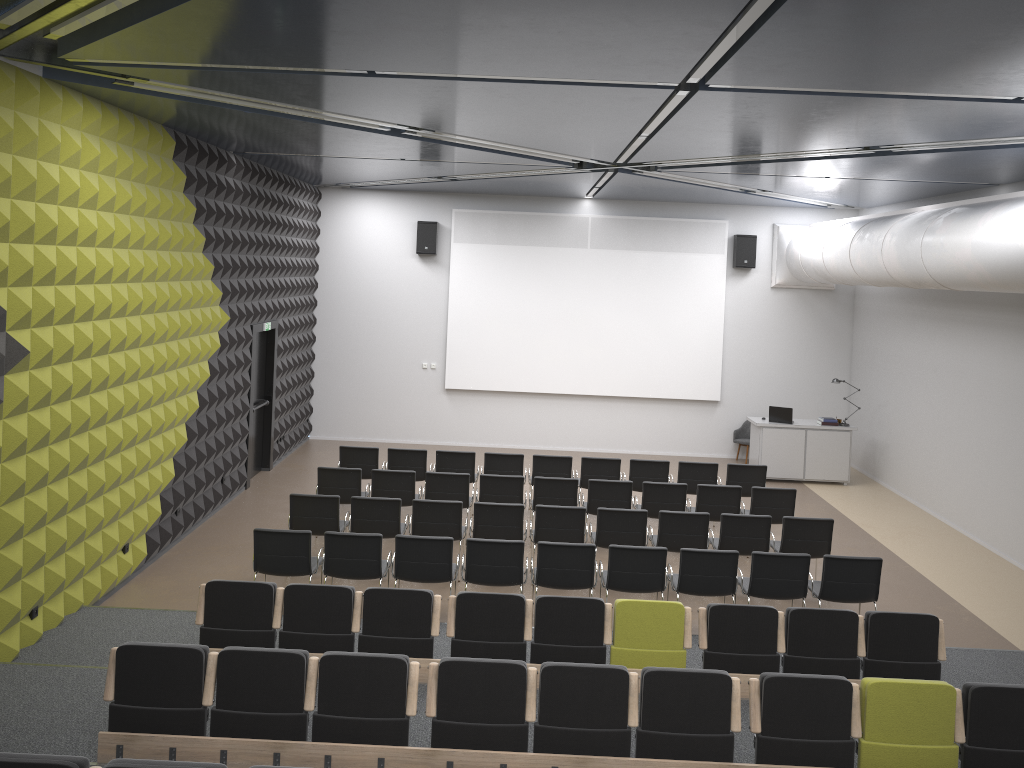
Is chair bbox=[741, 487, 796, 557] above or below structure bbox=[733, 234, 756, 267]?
below

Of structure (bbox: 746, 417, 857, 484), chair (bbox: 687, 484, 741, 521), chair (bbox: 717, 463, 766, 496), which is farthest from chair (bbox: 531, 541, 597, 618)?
structure (bbox: 746, 417, 857, 484)

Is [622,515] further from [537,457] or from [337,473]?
[337,473]

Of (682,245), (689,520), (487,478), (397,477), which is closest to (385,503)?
(397,477)

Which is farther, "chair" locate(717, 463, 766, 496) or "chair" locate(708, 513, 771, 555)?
"chair" locate(717, 463, 766, 496)

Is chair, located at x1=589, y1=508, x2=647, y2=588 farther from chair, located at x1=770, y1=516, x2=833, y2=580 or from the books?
the books

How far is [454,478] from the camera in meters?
11.1 m

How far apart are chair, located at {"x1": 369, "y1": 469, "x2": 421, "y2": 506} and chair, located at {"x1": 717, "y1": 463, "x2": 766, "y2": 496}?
4.5m

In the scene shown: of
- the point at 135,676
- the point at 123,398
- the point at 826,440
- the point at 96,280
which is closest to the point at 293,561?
the point at 123,398

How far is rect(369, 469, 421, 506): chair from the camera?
11.09m
